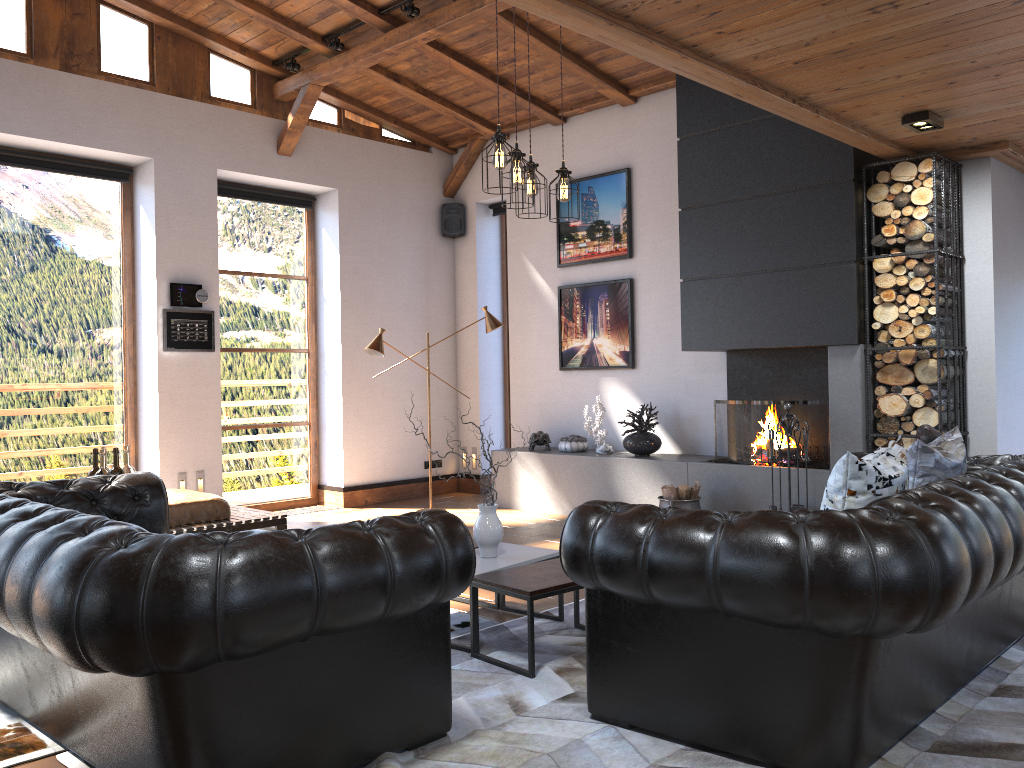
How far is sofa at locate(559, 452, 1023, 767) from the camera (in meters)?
Result: 2.44

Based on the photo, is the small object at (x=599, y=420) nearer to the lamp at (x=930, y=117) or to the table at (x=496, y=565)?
the table at (x=496, y=565)

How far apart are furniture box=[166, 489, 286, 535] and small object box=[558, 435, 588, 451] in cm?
267

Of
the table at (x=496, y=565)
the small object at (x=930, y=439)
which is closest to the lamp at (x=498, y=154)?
the table at (x=496, y=565)

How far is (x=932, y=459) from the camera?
3.66m

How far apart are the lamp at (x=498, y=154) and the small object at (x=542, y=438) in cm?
348

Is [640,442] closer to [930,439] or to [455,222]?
[930,439]

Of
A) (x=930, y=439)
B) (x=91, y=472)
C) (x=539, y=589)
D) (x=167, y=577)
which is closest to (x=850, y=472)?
(x=539, y=589)

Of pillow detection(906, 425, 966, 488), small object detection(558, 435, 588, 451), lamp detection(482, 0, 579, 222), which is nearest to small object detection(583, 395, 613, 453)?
small object detection(558, 435, 588, 451)

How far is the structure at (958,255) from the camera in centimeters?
588cm
